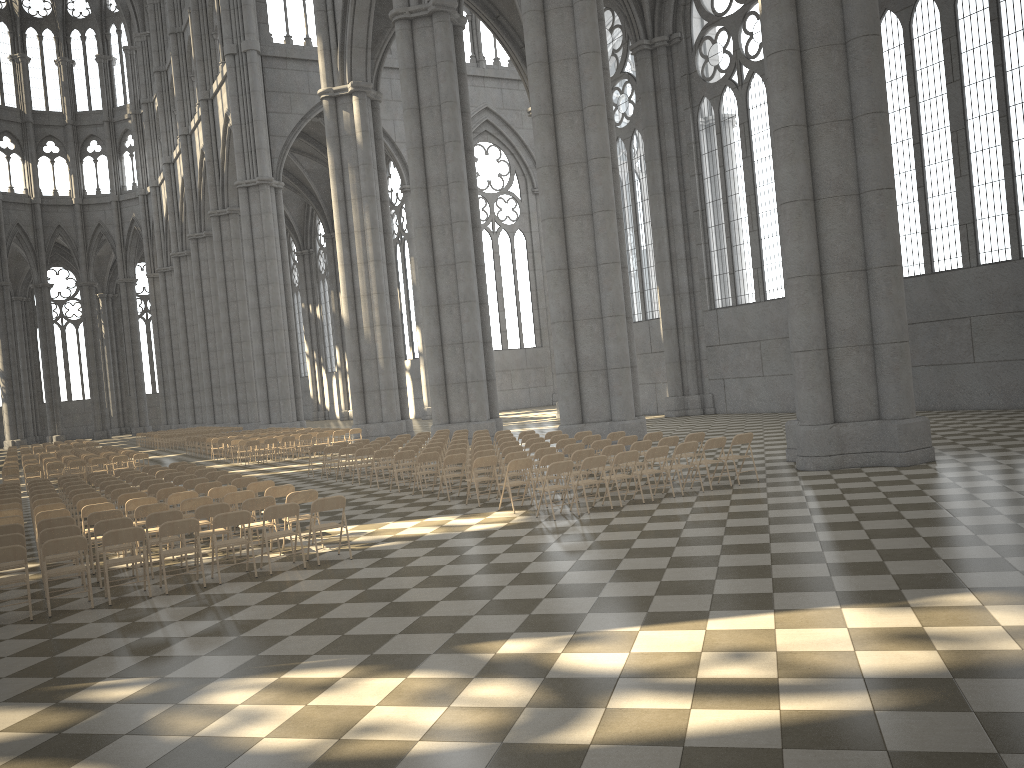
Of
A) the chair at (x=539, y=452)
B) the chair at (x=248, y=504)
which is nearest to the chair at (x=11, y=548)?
the chair at (x=248, y=504)

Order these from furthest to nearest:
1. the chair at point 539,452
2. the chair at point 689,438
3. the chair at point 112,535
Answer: the chair at point 689,438 → the chair at point 539,452 → the chair at point 112,535

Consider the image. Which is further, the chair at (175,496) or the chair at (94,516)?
the chair at (175,496)

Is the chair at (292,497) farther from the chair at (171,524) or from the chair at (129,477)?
the chair at (129,477)

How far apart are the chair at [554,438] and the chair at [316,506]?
7.50m

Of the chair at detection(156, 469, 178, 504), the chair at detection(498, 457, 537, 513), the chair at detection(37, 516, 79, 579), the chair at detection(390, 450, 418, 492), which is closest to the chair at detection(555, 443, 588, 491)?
the chair at detection(498, 457, 537, 513)

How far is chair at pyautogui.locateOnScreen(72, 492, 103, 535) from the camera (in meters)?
14.71

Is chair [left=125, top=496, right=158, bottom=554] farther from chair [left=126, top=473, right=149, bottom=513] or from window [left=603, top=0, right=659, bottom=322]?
window [left=603, top=0, right=659, bottom=322]

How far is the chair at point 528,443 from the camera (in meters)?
17.68

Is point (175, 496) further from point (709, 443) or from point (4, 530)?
point (709, 443)
